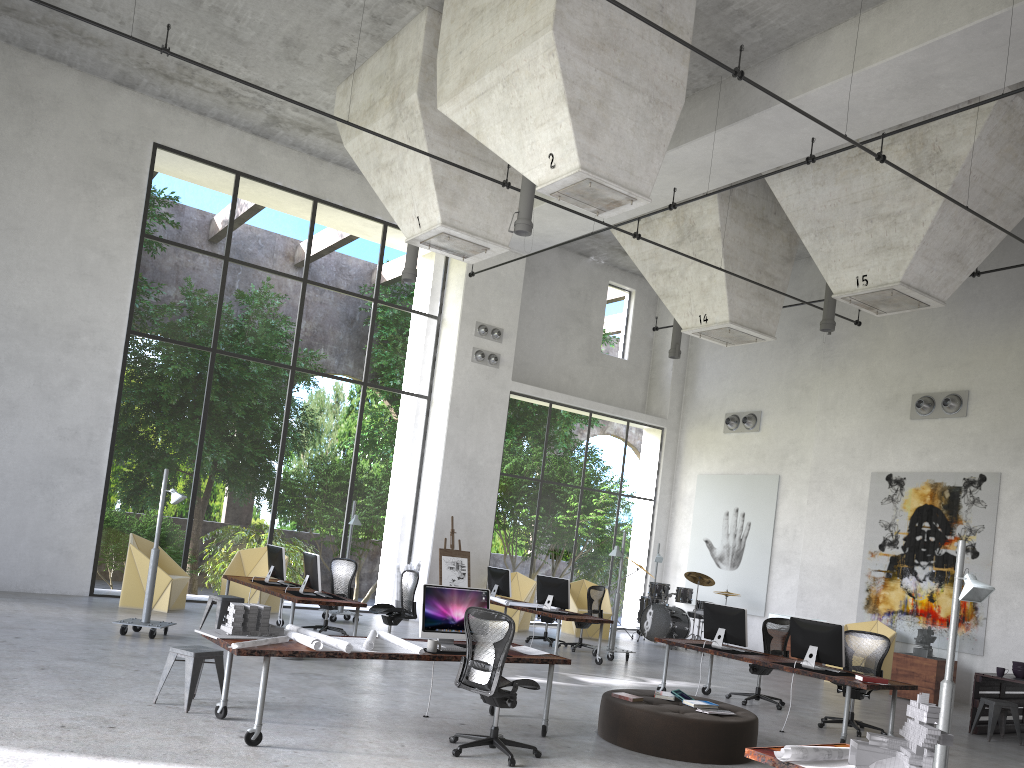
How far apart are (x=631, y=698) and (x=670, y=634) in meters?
9.9

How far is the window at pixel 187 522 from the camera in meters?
23.2 m

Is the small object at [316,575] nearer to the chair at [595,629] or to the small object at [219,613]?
the small object at [219,613]

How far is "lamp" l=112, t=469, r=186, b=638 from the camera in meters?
10.8

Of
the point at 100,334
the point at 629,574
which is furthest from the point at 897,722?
the point at 100,334

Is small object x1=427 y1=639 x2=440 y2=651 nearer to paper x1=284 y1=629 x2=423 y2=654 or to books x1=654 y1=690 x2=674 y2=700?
paper x1=284 y1=629 x2=423 y2=654

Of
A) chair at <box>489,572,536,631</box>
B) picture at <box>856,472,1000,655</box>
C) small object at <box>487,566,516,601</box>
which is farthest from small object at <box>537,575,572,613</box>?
picture at <box>856,472,1000,655</box>

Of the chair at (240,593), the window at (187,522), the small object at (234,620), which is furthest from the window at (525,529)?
the small object at (234,620)

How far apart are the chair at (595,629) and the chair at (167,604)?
7.4m

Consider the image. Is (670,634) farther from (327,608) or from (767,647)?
(327,608)
